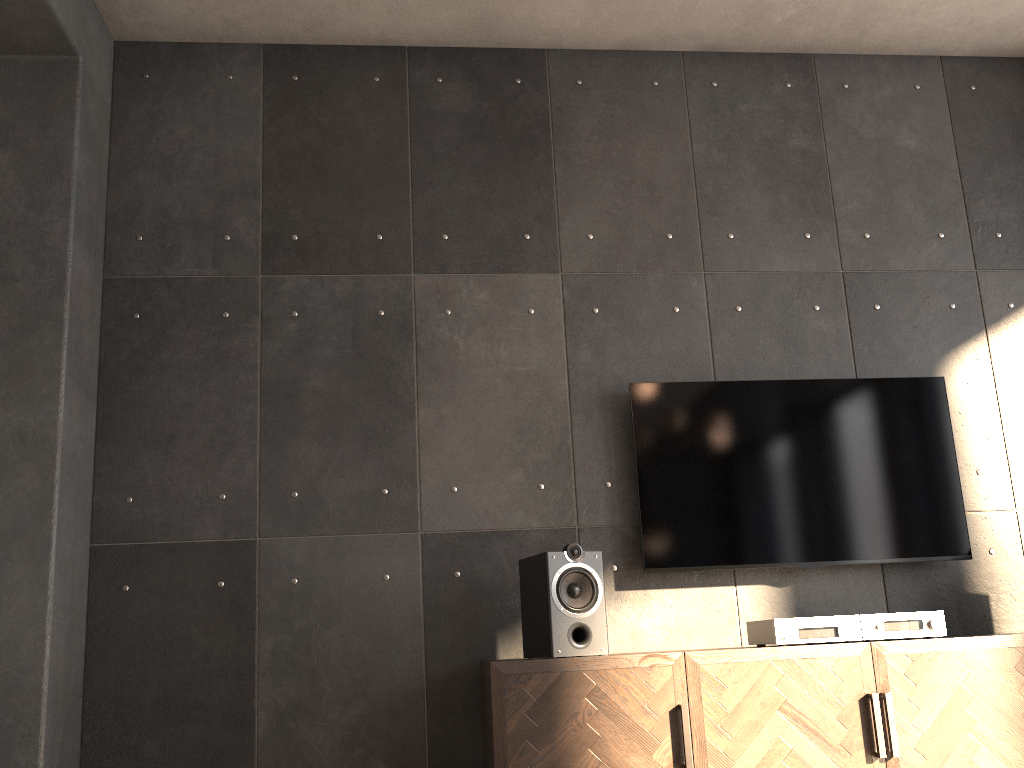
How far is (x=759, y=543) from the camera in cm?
324

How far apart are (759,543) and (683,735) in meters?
0.9

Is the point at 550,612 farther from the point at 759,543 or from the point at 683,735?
the point at 759,543

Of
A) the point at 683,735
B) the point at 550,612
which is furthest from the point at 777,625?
the point at 550,612

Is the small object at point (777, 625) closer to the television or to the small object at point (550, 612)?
the television

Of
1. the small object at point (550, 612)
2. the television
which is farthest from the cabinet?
the television

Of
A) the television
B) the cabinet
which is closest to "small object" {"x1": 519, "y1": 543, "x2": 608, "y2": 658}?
the cabinet

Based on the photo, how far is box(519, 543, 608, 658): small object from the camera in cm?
268

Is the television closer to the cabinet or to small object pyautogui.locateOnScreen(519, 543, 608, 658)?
small object pyautogui.locateOnScreen(519, 543, 608, 658)

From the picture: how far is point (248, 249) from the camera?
3.47m
